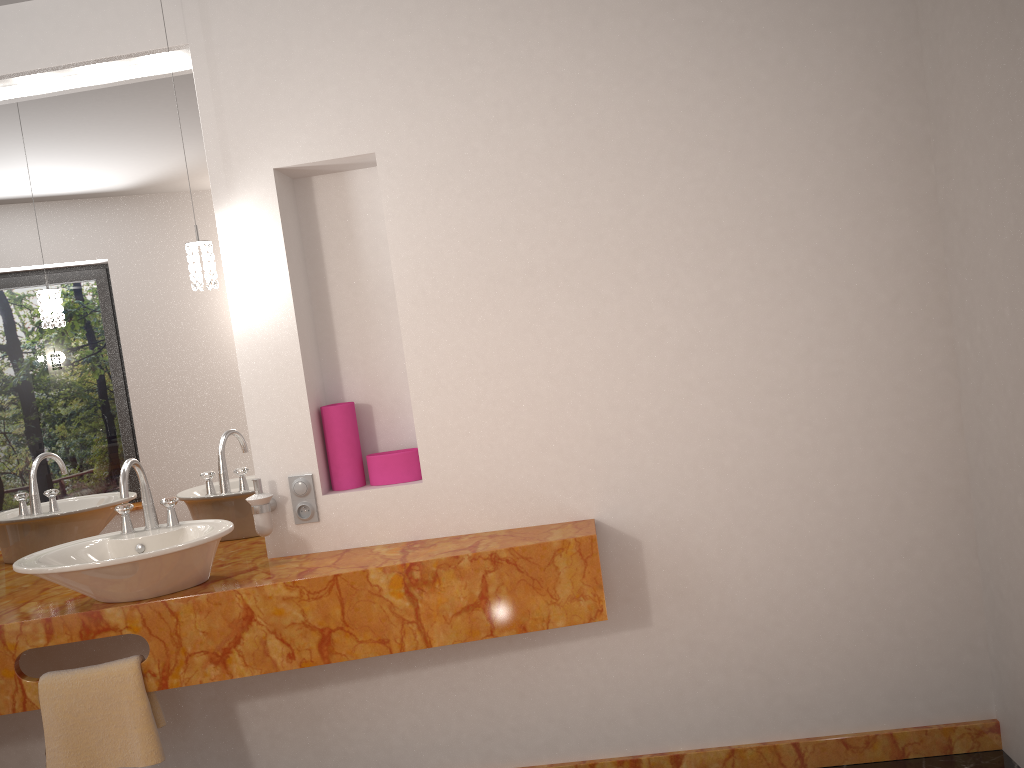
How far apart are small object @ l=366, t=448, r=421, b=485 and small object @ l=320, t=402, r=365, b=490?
0.0m

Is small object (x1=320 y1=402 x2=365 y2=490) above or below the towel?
above

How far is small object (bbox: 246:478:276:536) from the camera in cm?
252

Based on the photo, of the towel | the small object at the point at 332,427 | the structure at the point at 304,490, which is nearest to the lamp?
the small object at the point at 332,427

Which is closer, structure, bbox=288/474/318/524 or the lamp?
the lamp

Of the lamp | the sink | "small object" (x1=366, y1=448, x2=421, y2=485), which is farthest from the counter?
the lamp

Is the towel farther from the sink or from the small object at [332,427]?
the small object at [332,427]

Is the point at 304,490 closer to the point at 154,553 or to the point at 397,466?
the point at 397,466

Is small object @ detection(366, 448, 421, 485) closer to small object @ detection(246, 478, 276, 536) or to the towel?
small object @ detection(246, 478, 276, 536)

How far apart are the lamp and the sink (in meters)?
0.51
